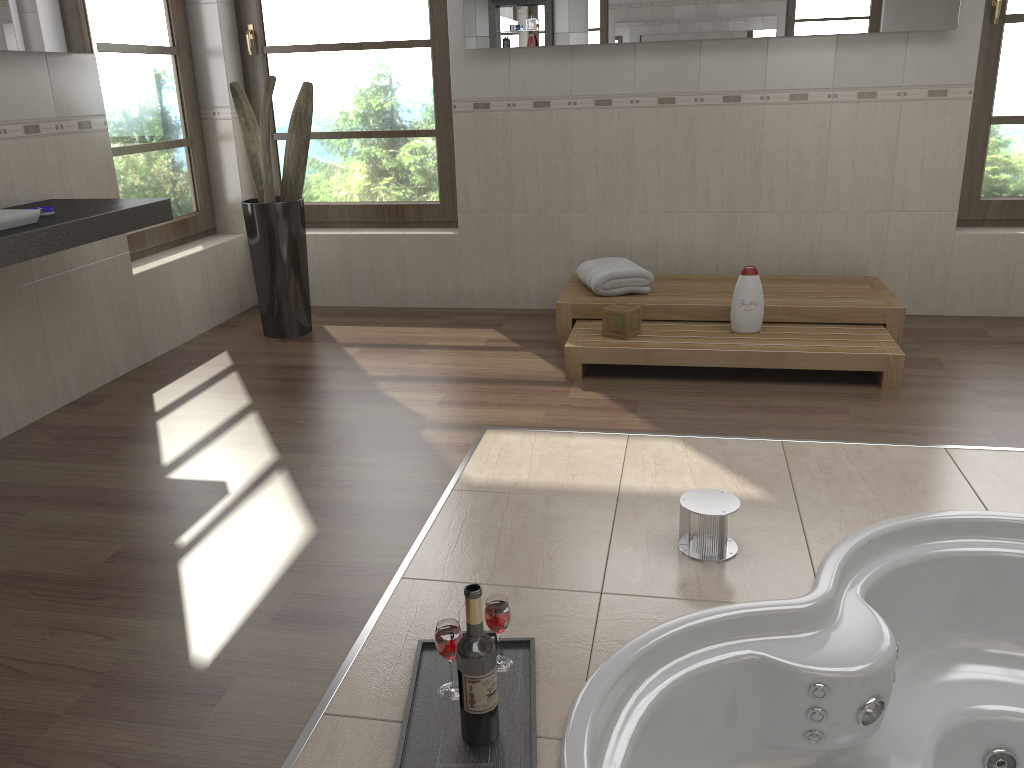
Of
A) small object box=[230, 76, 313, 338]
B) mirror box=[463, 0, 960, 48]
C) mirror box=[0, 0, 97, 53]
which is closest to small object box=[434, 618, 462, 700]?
mirror box=[0, 0, 97, 53]

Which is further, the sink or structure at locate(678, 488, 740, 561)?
the sink

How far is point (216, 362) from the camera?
4.0 meters

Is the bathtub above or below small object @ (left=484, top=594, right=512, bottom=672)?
below

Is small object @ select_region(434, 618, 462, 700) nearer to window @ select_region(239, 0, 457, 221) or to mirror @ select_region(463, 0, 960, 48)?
mirror @ select_region(463, 0, 960, 48)

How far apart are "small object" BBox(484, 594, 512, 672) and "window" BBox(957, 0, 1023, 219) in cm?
357

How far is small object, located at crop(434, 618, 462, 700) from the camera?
1.7 meters

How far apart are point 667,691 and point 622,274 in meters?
2.4 m

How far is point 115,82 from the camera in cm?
401

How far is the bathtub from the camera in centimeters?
185cm
